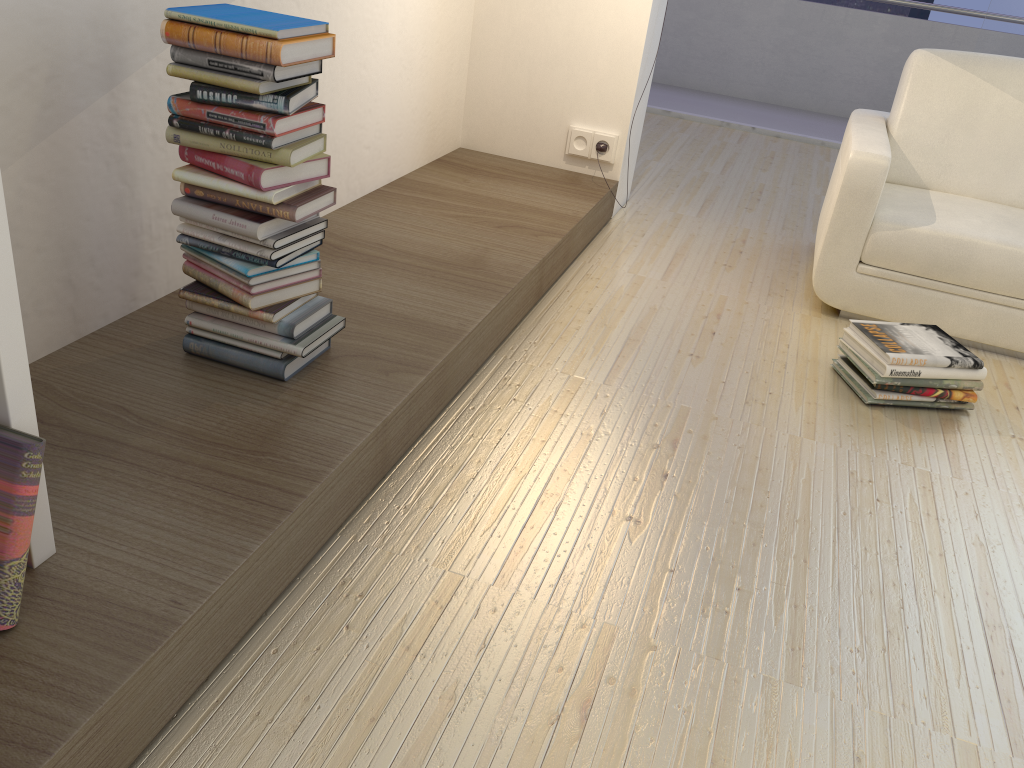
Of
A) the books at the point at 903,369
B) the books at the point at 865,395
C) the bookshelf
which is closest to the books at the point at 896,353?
the books at the point at 903,369

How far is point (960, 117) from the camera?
3.2 meters

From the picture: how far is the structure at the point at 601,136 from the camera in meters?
3.6

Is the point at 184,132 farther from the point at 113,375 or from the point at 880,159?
the point at 880,159

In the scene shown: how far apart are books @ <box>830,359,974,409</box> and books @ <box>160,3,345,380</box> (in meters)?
1.47

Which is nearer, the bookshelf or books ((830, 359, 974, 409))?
the bookshelf

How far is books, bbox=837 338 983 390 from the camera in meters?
2.5 m

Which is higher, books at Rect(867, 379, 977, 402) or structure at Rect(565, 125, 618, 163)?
structure at Rect(565, 125, 618, 163)

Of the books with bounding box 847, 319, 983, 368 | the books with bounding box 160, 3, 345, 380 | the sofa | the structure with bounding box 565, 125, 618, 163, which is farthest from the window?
the books with bounding box 160, 3, 345, 380

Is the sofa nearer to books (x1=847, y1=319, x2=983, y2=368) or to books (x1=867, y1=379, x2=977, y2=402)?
books (x1=847, y1=319, x2=983, y2=368)
